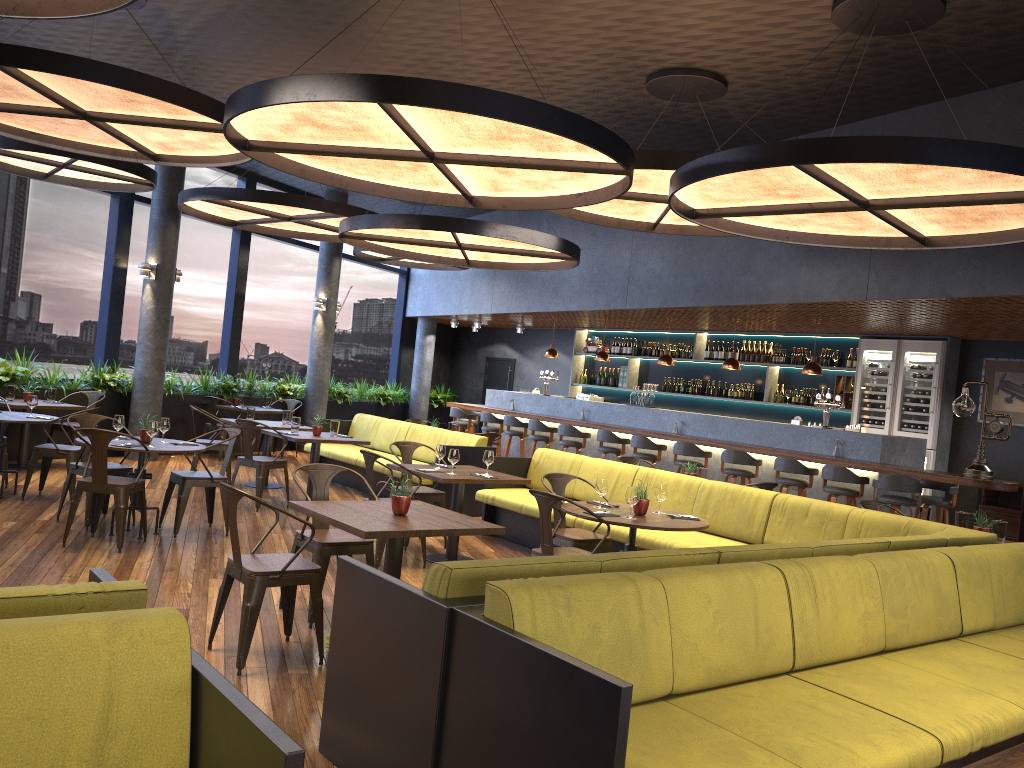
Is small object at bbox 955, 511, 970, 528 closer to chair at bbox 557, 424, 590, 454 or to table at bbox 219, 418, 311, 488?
chair at bbox 557, 424, 590, 454

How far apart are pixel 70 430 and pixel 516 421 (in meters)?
6.19

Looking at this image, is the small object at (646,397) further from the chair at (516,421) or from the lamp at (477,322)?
the lamp at (477,322)

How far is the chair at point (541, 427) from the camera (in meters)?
13.12

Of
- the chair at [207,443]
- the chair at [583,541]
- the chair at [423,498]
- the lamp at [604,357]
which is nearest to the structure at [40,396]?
the chair at [207,443]

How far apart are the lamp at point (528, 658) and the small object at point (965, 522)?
1.5 meters

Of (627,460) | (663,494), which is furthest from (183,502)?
(627,460)

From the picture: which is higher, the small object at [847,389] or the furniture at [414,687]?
the small object at [847,389]

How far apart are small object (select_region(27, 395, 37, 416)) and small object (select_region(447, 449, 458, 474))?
4.3m

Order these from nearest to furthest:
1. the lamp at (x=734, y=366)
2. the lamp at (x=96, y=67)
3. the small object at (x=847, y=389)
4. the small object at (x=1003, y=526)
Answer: the lamp at (x=96, y=67) → the small object at (x=1003, y=526) → the lamp at (x=734, y=366) → the small object at (x=847, y=389)
